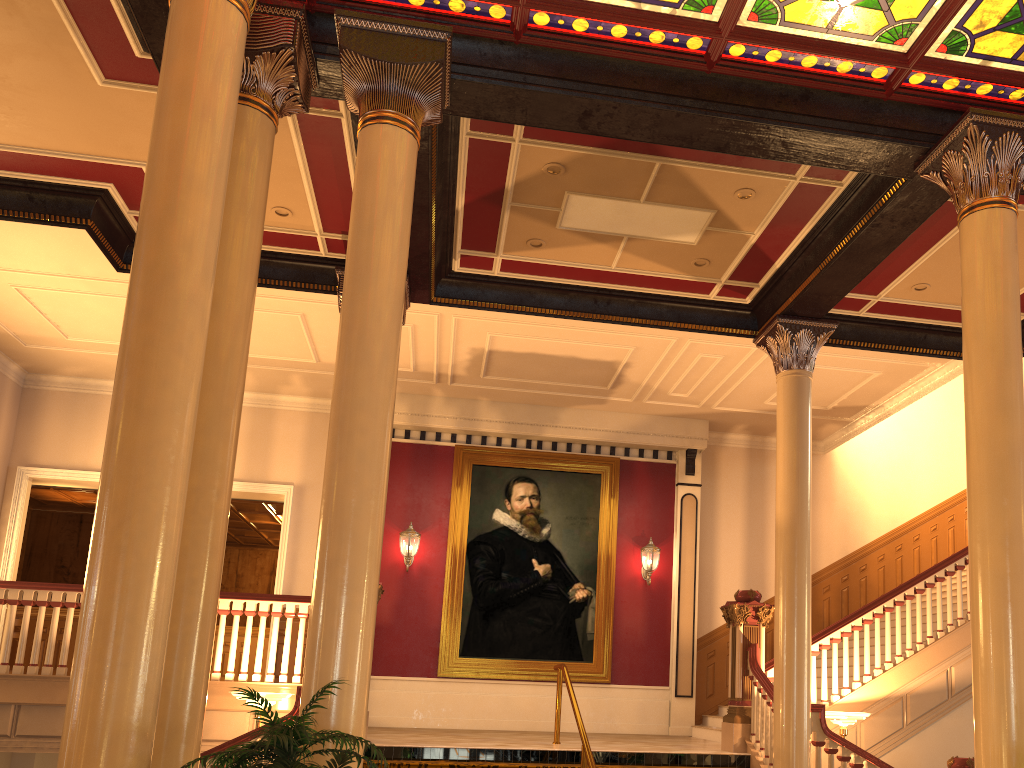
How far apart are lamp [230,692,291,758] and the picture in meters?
4.6 m

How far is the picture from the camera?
12.3 meters

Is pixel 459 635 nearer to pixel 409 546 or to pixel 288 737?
pixel 409 546

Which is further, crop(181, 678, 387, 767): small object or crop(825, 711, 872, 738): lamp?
crop(825, 711, 872, 738): lamp

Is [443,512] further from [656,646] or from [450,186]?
[450,186]

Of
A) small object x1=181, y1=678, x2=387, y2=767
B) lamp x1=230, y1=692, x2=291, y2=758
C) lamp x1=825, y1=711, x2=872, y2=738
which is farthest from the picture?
small object x1=181, y1=678, x2=387, y2=767

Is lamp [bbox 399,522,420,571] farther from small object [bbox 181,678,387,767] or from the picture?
small object [bbox 181,678,387,767]

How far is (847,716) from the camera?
8.23m

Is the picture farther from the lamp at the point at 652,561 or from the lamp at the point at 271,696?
the lamp at the point at 271,696

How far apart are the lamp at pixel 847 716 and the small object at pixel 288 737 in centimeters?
583cm
